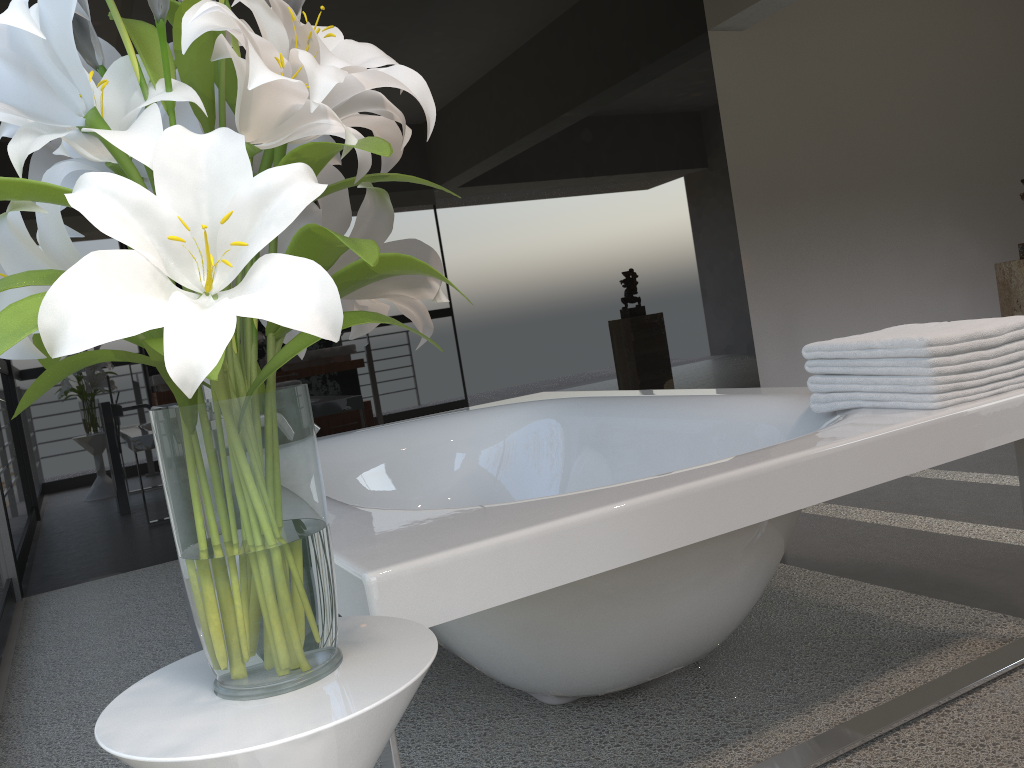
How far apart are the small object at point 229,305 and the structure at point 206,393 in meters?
0.9

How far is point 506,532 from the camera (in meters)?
1.14

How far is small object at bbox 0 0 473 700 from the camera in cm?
62

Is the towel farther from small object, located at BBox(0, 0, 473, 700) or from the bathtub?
small object, located at BBox(0, 0, 473, 700)

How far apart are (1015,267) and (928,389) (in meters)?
2.94

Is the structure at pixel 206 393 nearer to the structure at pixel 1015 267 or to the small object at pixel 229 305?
the small object at pixel 229 305

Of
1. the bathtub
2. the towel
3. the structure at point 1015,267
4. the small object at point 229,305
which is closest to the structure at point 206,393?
the bathtub

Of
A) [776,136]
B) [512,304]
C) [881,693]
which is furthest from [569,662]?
[776,136]

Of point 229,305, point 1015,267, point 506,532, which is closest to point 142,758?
point 229,305

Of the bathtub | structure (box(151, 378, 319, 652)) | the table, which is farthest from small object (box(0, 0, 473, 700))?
structure (box(151, 378, 319, 652))
